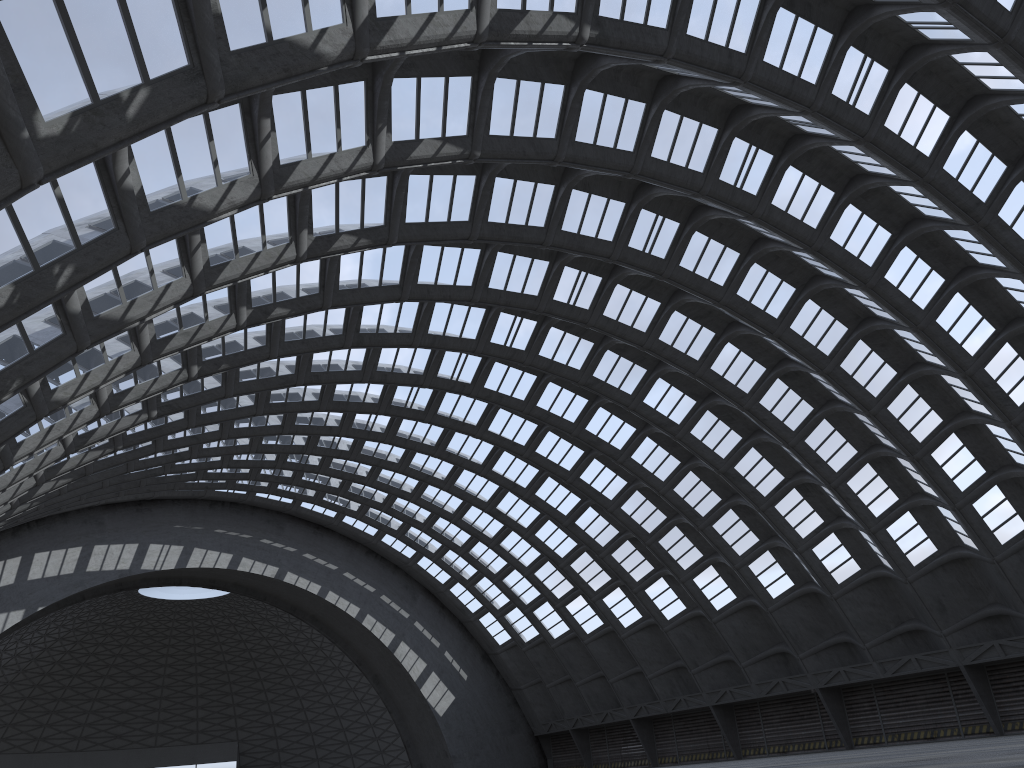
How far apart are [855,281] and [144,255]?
22.8m
